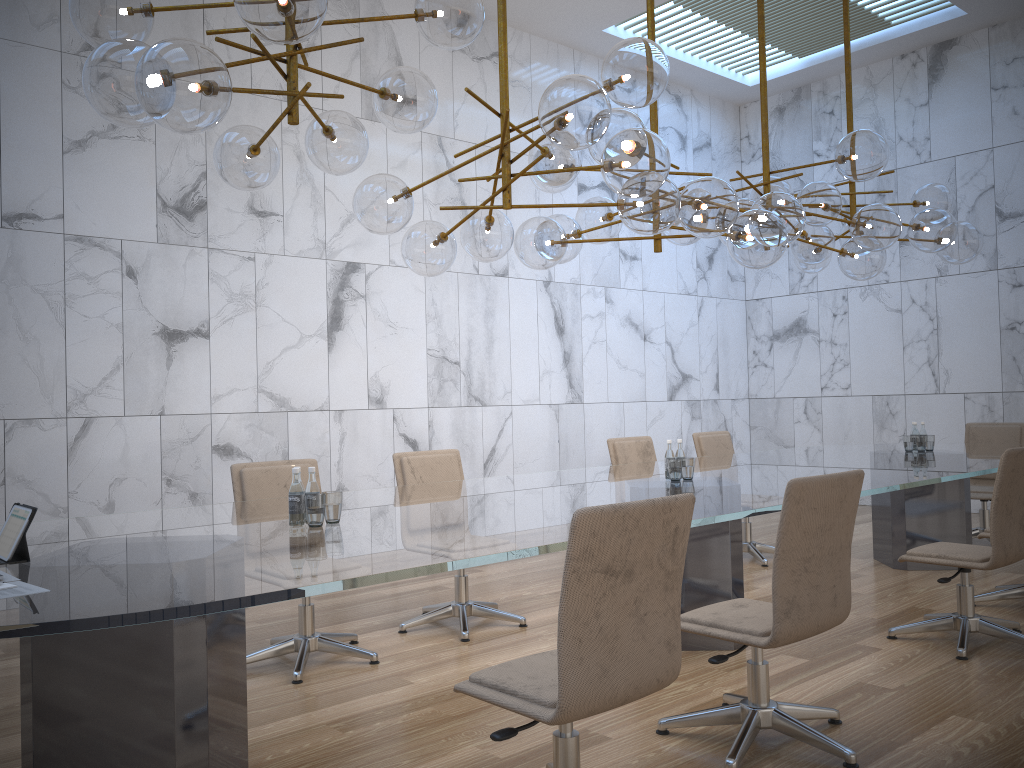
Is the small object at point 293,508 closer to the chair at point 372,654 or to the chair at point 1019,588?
the chair at point 372,654

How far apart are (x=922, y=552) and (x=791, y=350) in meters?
6.6 m

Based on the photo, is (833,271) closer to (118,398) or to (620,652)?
(118,398)

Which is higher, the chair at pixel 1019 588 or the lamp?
the lamp

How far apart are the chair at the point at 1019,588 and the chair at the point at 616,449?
2.27m

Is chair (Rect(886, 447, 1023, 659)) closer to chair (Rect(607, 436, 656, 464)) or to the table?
the table

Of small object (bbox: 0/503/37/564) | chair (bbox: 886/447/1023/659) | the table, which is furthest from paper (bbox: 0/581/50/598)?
chair (bbox: 886/447/1023/659)

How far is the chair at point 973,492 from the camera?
7.2 meters

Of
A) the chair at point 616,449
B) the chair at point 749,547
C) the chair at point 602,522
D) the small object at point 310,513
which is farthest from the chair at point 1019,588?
the chair at point 602,522

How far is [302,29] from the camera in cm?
267
